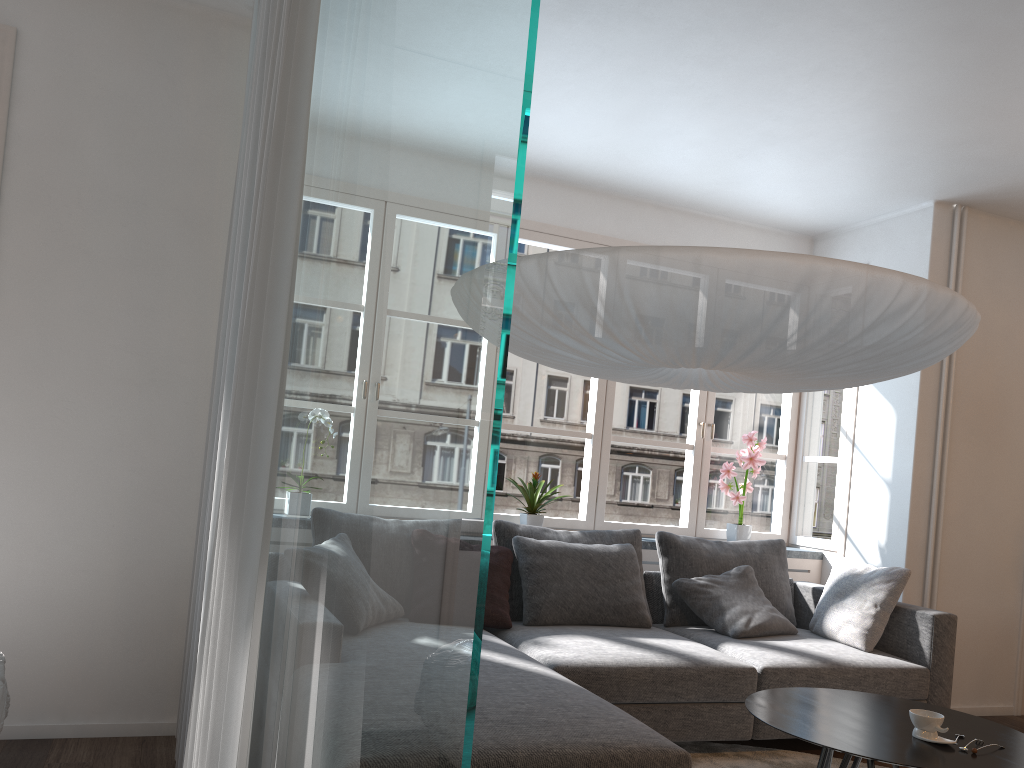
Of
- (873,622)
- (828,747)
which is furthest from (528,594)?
(828,747)

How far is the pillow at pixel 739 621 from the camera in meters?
4.2 m

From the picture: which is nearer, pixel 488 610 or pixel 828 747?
pixel 828 747

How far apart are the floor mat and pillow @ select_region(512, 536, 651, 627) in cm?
57

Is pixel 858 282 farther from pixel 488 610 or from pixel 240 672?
pixel 488 610

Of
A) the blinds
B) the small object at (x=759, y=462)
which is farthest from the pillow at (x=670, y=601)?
the blinds

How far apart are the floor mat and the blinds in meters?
1.9

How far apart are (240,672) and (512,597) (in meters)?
2.45

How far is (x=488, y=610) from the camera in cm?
382

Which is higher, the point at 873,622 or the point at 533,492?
the point at 533,492
